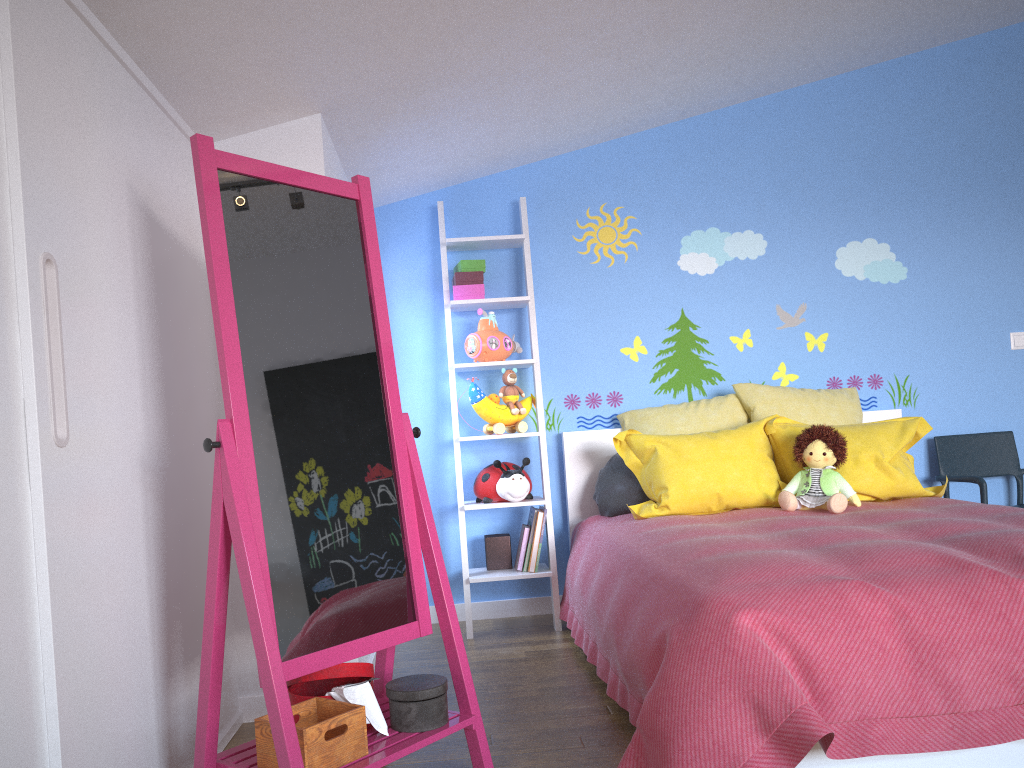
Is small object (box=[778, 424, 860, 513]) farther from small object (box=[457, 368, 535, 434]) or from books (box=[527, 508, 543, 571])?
small object (box=[457, 368, 535, 434])

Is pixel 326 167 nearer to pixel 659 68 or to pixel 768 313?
pixel 659 68

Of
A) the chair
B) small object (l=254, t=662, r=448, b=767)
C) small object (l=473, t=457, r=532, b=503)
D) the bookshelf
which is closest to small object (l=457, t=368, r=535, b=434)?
the bookshelf

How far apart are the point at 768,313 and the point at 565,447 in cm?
114

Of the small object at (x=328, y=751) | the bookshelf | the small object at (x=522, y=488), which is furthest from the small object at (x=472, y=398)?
the small object at (x=328, y=751)

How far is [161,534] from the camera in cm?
208

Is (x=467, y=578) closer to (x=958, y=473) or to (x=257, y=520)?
(x=257, y=520)

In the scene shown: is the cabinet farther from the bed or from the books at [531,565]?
the books at [531,565]

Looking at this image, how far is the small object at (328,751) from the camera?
1.7 meters

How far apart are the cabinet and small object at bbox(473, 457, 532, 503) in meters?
1.3
